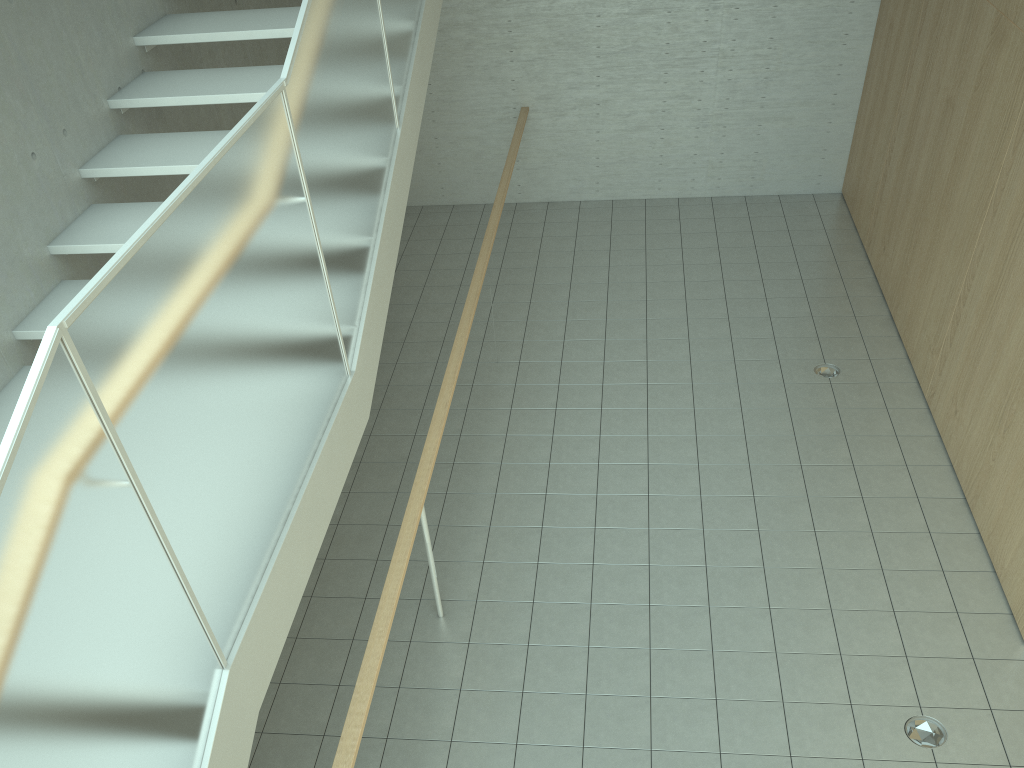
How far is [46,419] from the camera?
1.64m

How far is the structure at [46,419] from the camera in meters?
1.6 m

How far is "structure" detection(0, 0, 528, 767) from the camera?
1.6m
